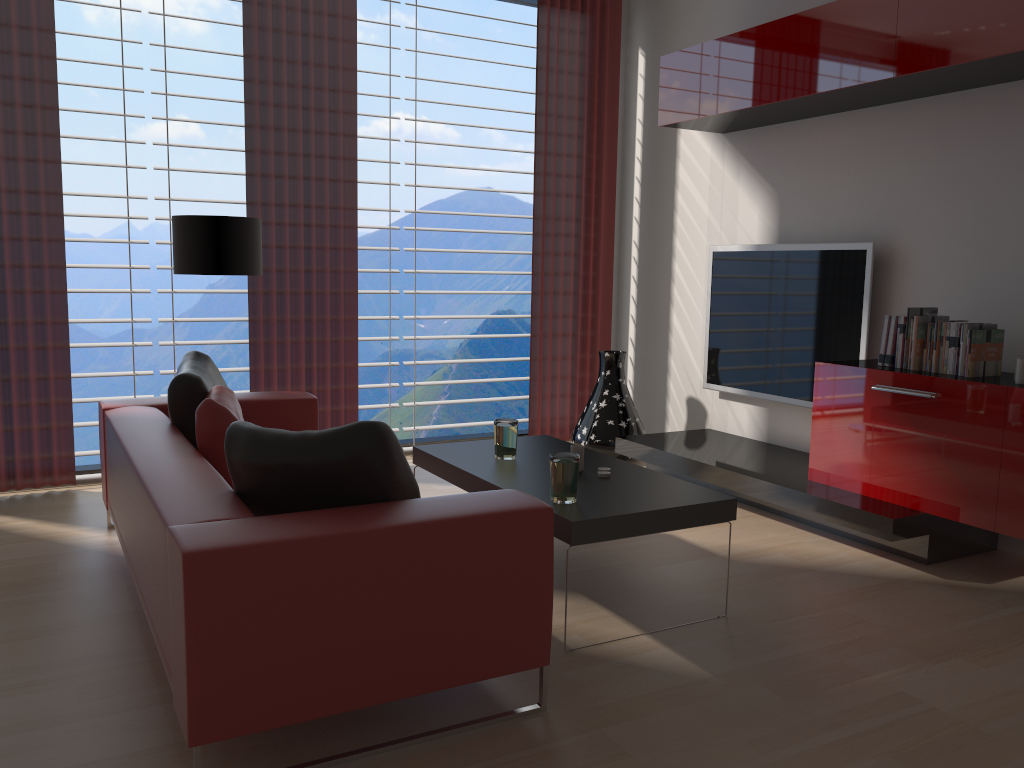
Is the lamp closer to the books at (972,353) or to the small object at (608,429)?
the small object at (608,429)

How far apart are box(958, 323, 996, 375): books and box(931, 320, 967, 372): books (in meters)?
0.16

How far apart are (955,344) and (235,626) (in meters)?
4.20

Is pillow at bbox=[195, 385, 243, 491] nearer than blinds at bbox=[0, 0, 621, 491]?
Yes

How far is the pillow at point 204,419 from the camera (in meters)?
4.06

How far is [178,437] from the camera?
4.3 meters

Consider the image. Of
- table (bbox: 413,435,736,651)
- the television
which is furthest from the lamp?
the television

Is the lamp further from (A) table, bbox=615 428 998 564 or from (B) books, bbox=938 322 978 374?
(B) books, bbox=938 322 978 374

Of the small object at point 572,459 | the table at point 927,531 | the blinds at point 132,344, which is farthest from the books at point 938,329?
the blinds at point 132,344

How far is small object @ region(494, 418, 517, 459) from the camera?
4.85m
